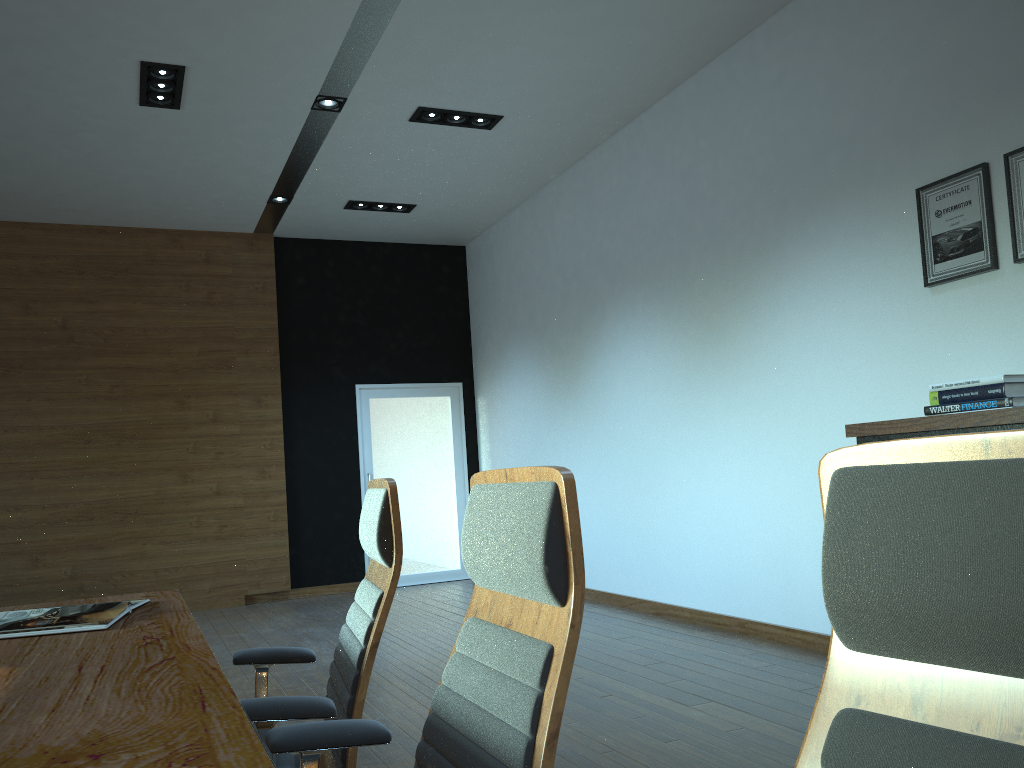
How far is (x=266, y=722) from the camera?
1.8 meters

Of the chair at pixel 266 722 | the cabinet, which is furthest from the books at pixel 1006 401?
the chair at pixel 266 722

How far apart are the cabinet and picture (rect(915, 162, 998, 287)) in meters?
1.0

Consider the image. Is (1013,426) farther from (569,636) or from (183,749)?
(183,749)

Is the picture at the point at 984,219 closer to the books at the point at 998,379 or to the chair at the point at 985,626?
the books at the point at 998,379

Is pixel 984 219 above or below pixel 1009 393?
above

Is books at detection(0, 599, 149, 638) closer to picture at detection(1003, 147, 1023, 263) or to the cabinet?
the cabinet

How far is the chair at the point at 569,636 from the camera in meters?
1.2

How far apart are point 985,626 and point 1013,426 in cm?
273

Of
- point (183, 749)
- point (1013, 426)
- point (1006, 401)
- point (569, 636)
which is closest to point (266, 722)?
point (183, 749)
